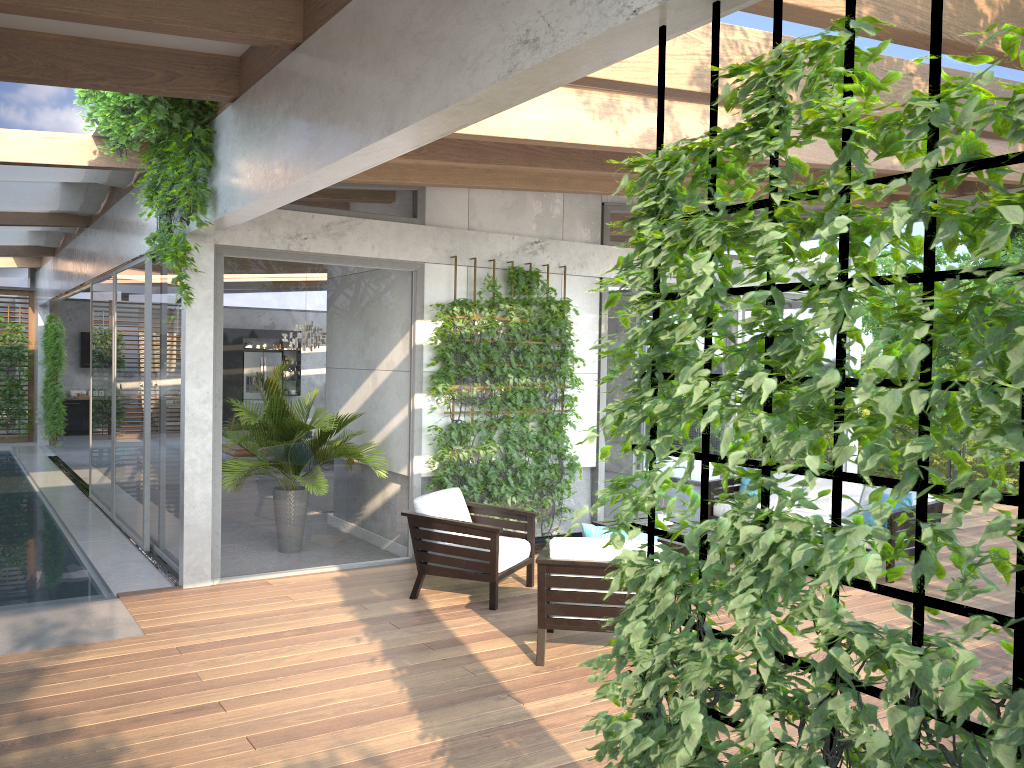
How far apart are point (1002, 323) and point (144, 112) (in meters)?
5.66

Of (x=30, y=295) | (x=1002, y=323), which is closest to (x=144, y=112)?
(x=1002, y=323)

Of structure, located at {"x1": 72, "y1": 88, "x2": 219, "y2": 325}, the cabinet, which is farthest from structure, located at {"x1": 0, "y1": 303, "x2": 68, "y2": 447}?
structure, located at {"x1": 72, "y1": 88, "x2": 219, "y2": 325}

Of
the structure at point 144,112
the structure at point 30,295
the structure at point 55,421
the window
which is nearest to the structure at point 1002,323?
the structure at point 144,112

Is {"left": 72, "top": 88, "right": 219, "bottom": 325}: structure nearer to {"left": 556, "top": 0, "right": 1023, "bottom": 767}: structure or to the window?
the window

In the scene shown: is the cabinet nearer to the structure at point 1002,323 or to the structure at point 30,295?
the structure at point 30,295

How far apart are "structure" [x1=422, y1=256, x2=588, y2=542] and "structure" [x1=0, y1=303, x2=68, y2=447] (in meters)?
11.22

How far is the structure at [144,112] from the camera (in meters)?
5.88

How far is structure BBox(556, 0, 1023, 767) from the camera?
1.7 meters

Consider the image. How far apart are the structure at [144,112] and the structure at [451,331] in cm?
208
